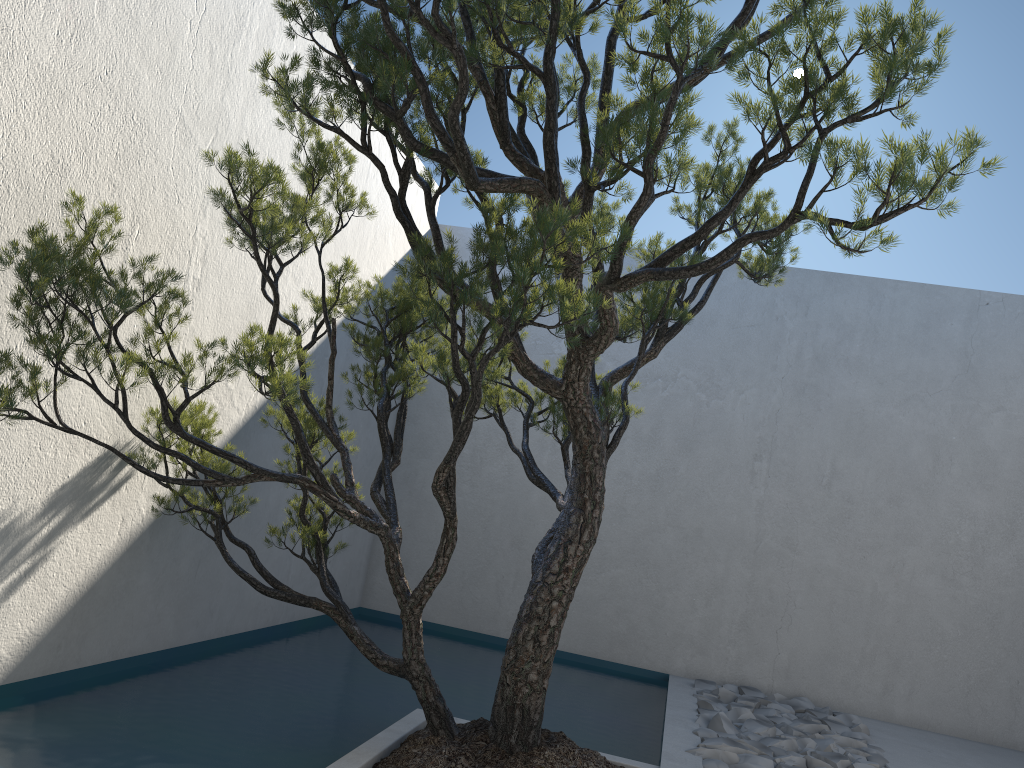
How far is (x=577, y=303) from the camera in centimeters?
222cm

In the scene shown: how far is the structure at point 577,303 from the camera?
2.2m

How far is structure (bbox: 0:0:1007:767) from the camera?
2.22m
